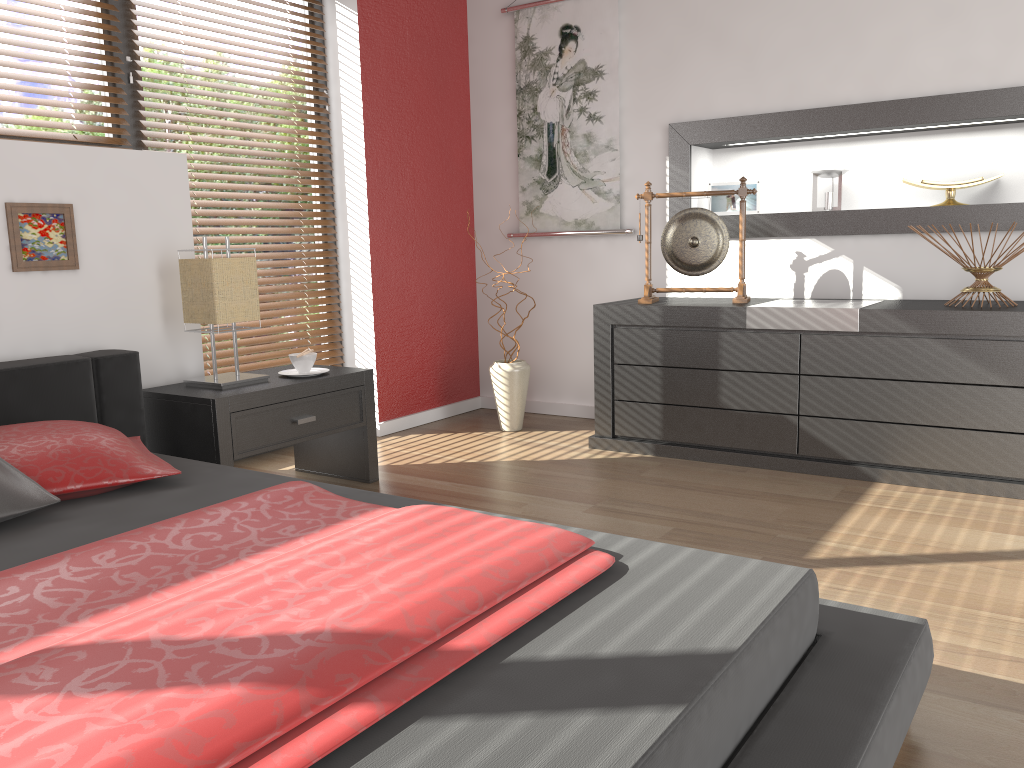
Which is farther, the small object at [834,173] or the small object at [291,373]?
the small object at [834,173]

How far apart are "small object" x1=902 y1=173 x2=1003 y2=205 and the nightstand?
2.2m

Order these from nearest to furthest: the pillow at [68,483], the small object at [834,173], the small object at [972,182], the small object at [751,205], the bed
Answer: the bed < the pillow at [68,483] < the small object at [972,182] < the small object at [834,173] < the small object at [751,205]

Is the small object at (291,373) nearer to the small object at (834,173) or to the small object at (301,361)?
the small object at (301,361)

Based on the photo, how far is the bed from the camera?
1.0 meters

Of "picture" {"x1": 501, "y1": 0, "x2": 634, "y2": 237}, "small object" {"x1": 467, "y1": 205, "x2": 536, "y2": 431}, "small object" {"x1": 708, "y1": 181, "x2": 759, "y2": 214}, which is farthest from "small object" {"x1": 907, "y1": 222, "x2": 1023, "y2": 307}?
"small object" {"x1": 467, "y1": 205, "x2": 536, "y2": 431}

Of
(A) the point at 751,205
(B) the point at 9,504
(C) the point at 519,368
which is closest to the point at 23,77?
(B) the point at 9,504

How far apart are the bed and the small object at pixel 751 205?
2.51m

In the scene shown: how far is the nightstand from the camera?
2.7 meters

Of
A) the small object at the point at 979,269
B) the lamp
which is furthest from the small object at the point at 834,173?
the lamp
